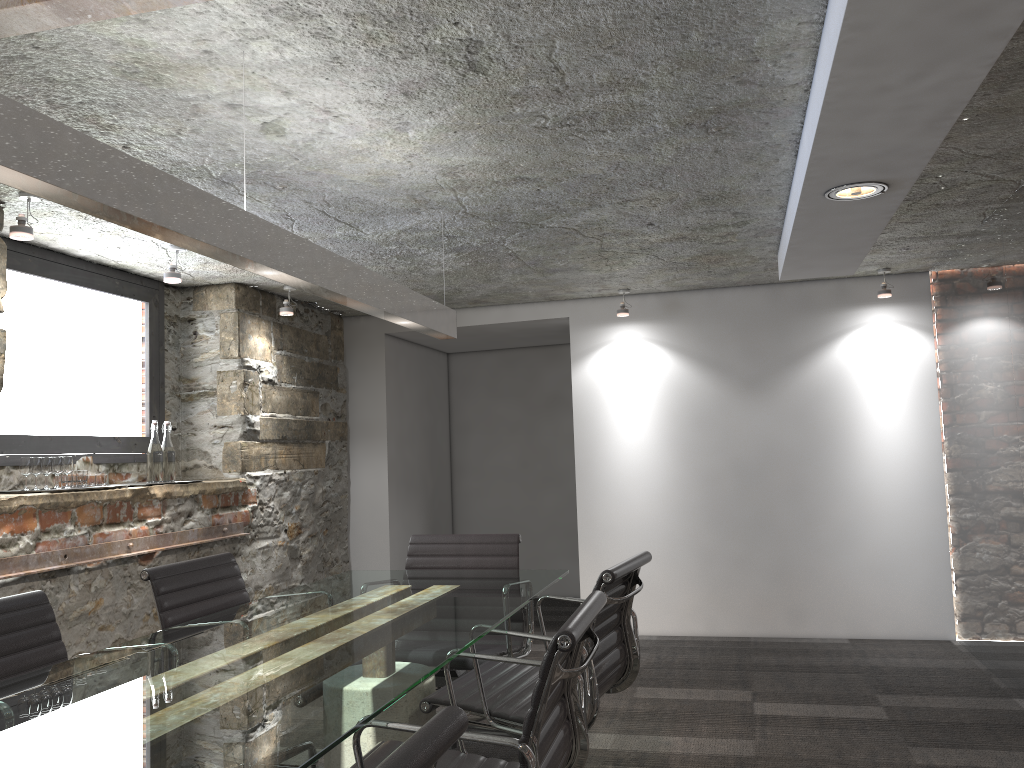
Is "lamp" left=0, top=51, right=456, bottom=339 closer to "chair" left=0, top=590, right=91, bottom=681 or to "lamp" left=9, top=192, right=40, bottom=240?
"chair" left=0, top=590, right=91, bottom=681

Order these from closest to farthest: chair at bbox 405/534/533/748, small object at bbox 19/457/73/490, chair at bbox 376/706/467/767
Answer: chair at bbox 376/706/467/767 < chair at bbox 405/534/533/748 < small object at bbox 19/457/73/490

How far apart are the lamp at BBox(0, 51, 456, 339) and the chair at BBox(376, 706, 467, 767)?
1.1 meters

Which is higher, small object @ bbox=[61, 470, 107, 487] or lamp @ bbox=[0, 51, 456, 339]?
lamp @ bbox=[0, 51, 456, 339]

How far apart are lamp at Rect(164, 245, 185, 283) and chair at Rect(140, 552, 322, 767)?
1.4m

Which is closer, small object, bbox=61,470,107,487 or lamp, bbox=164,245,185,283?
small object, bbox=61,470,107,487

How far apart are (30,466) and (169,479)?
0.8 meters

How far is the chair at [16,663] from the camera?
2.2m

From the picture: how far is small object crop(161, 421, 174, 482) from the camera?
4.24m

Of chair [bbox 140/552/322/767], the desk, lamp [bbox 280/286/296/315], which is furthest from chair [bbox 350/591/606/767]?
lamp [bbox 280/286/296/315]
